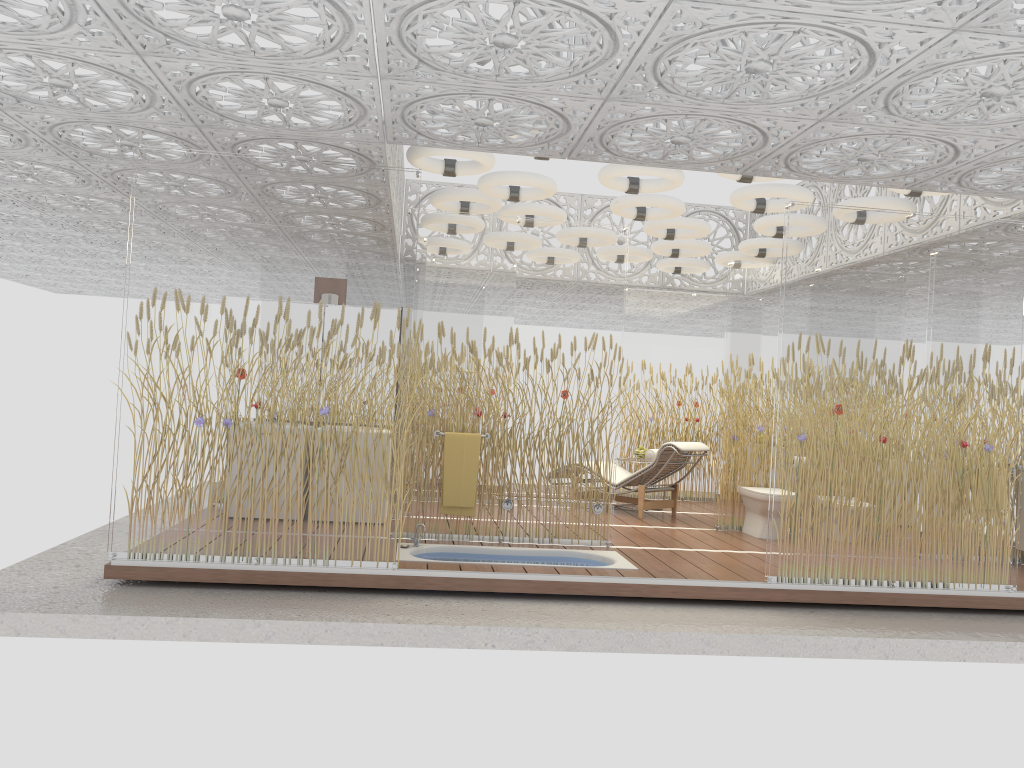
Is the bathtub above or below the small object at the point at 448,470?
below

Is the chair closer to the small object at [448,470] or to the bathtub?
the bathtub

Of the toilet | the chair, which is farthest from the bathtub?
the chair

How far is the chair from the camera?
8.9m

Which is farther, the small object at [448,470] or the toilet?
the toilet

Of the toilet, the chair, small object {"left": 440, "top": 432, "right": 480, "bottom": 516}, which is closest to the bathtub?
small object {"left": 440, "top": 432, "right": 480, "bottom": 516}

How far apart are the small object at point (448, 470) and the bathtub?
0.3m

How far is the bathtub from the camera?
6.5m

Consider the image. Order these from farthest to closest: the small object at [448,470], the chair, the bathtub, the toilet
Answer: the chair, the toilet, the small object at [448,470], the bathtub

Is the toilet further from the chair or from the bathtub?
the bathtub
